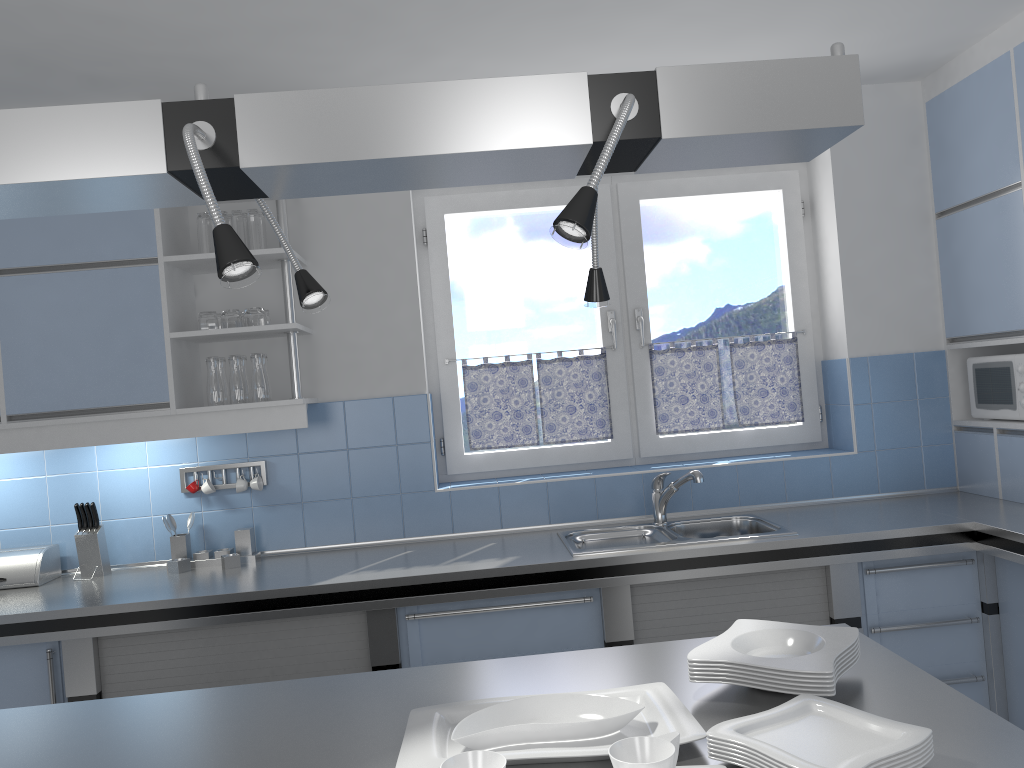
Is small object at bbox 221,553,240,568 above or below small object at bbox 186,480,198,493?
below

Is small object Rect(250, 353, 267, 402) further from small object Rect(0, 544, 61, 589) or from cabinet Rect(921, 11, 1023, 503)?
cabinet Rect(921, 11, 1023, 503)

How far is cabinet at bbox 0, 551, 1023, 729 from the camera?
2.97m

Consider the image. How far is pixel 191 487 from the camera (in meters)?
3.52

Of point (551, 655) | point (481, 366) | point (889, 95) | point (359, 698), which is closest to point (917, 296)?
point (889, 95)

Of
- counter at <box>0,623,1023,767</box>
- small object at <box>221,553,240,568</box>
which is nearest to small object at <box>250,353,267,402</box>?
small object at <box>221,553,240,568</box>

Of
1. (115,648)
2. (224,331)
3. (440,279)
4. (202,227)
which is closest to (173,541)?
(115,648)

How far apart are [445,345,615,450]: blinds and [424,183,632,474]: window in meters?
0.0 m

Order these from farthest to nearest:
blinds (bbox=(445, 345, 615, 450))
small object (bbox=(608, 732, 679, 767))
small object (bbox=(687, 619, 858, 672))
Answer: blinds (bbox=(445, 345, 615, 450)) < small object (bbox=(687, 619, 858, 672)) < small object (bbox=(608, 732, 679, 767))

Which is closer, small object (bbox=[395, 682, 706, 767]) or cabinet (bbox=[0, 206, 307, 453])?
small object (bbox=[395, 682, 706, 767])
